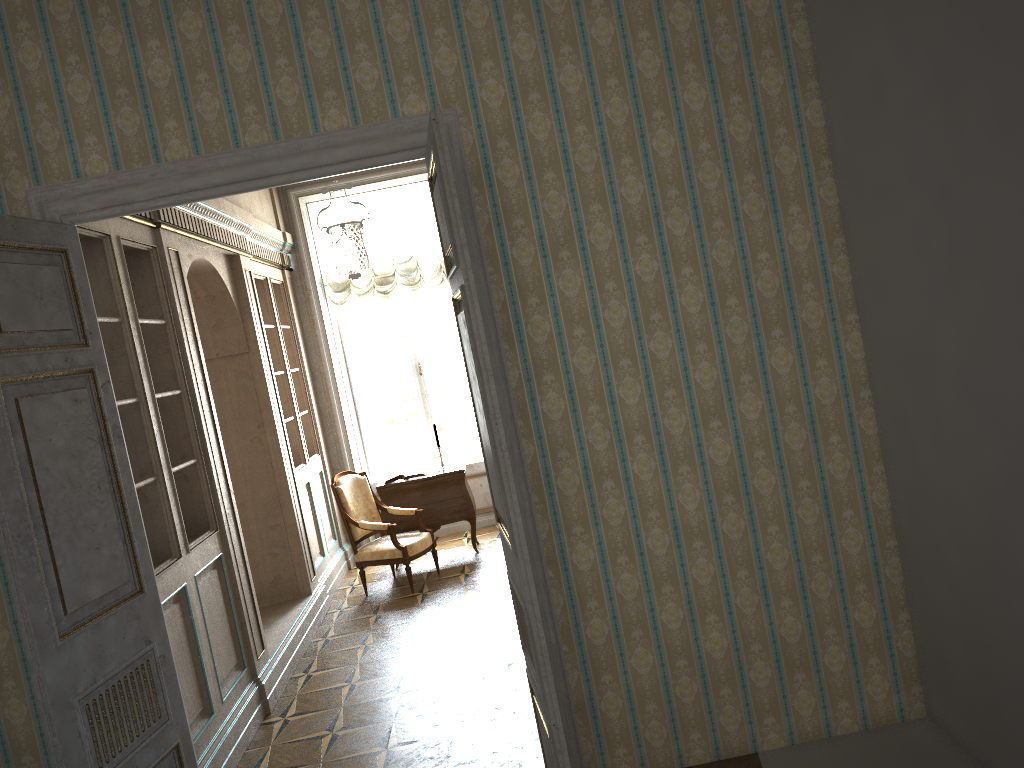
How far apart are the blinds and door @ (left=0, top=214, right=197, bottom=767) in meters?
5.3 m

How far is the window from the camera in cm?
924

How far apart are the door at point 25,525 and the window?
5.7 meters

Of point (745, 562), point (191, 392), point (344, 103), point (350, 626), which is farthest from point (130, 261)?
point (745, 562)

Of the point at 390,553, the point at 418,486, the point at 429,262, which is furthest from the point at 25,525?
the point at 429,262

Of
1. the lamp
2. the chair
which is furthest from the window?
the chair

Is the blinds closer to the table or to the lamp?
the lamp

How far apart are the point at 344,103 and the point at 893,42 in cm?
200

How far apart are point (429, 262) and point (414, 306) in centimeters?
63cm

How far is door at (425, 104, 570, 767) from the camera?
2.8 meters
